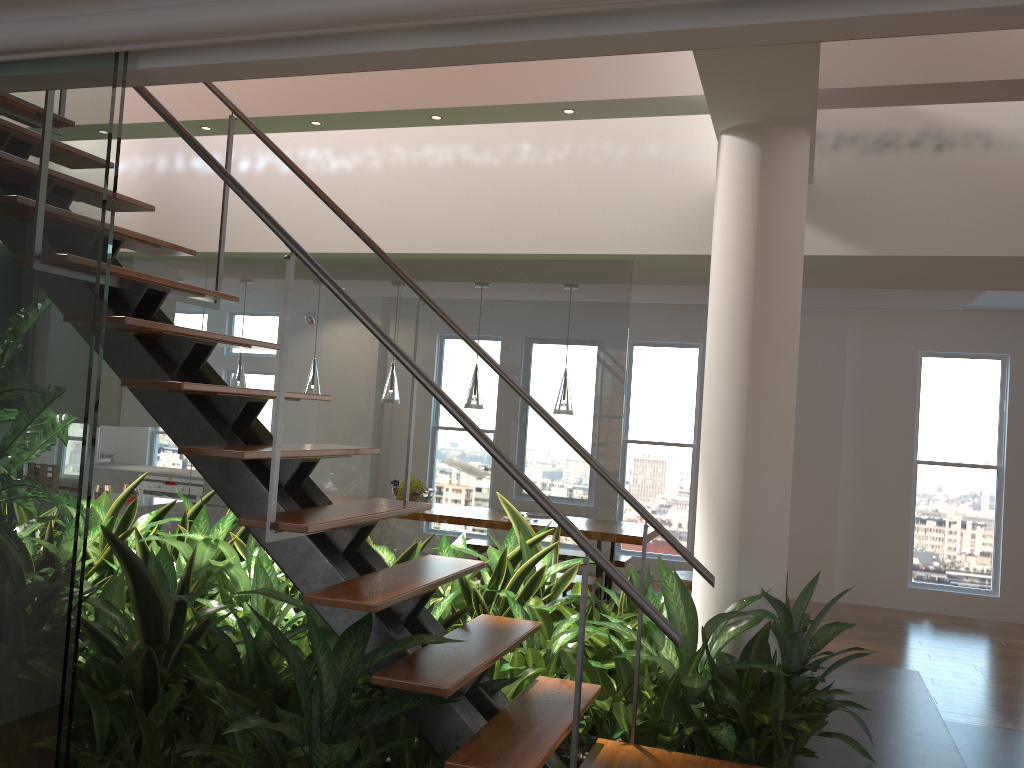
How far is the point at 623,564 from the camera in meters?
7.2 m

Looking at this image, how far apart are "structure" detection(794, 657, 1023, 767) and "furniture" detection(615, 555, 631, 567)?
2.8m

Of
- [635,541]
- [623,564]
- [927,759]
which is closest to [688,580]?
[635,541]

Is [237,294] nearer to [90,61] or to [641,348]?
[90,61]

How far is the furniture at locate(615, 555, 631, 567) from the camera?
7.2m

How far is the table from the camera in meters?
6.3

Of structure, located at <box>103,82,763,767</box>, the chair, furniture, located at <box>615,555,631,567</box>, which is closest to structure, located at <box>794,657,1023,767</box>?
structure, located at <box>103,82,763,767</box>

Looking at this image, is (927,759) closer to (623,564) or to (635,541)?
(635,541)

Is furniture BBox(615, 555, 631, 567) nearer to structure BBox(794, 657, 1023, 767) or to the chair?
the chair

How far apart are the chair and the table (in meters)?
0.35
